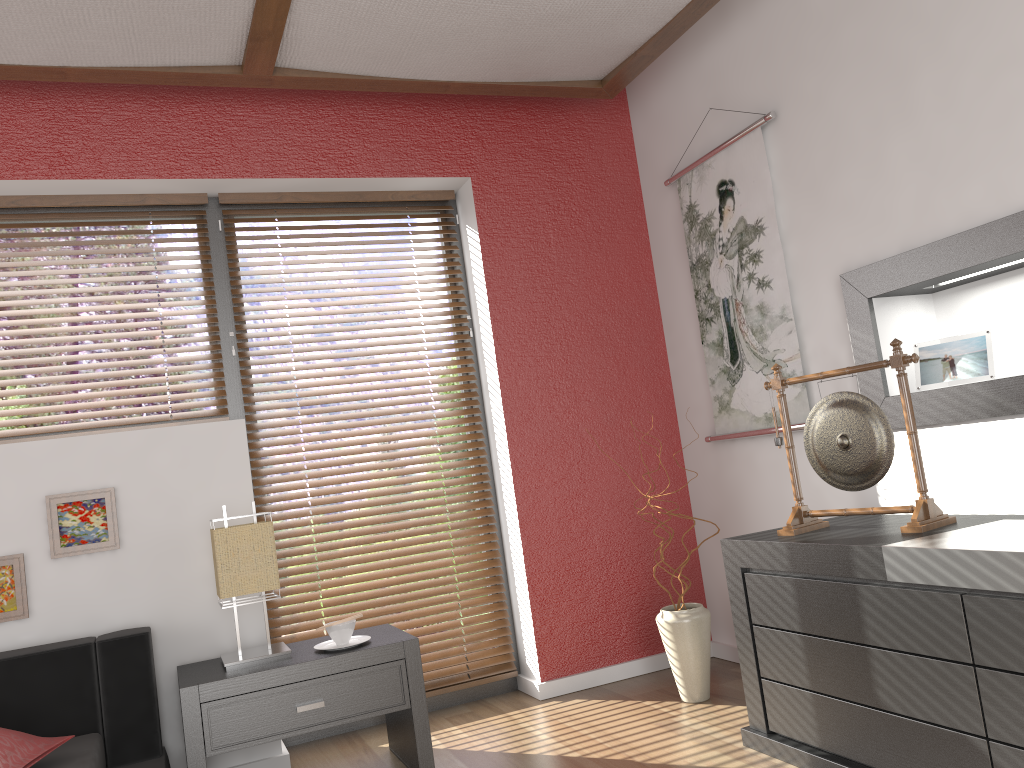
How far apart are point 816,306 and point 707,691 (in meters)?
1.39

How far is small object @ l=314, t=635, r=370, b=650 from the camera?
2.79m

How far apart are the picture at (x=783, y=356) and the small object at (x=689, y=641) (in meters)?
0.67

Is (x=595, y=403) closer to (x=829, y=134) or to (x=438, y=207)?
(x=438, y=207)

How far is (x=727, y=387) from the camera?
3.5 meters

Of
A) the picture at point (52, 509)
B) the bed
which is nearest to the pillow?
the bed

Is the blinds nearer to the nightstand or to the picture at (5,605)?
the nightstand

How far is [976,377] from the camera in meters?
2.6

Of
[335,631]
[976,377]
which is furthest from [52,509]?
[976,377]

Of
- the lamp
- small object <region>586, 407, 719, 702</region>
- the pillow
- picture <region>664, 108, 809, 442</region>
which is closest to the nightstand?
the lamp
